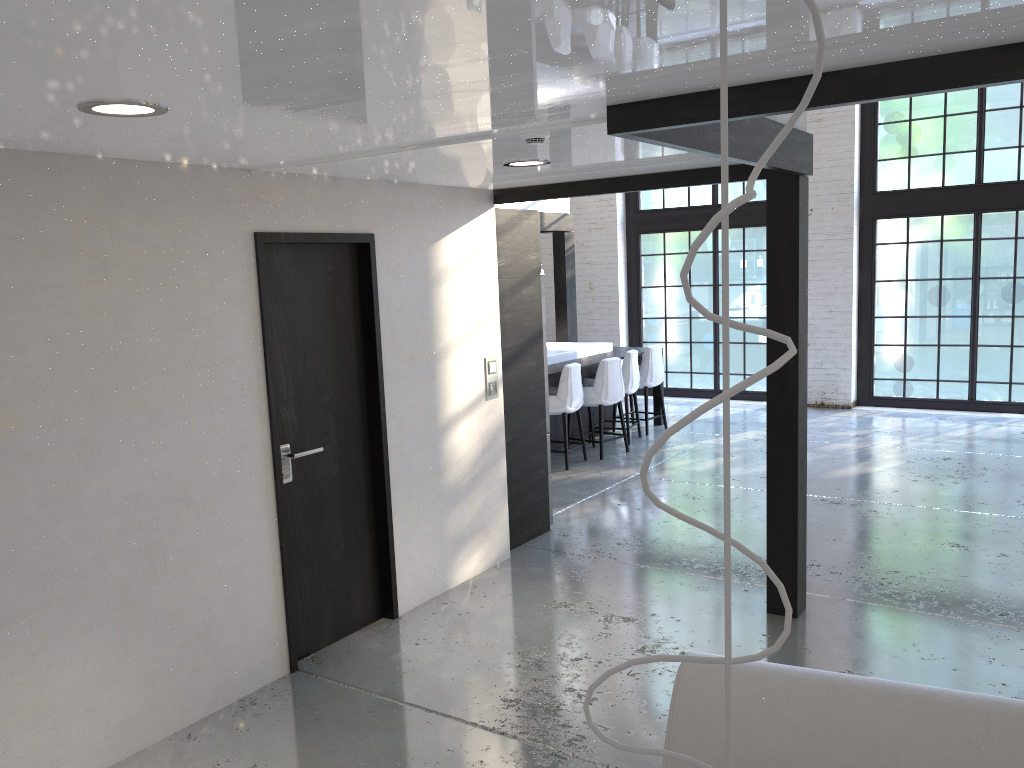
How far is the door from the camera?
4.07m

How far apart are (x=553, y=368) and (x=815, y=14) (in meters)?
7.86

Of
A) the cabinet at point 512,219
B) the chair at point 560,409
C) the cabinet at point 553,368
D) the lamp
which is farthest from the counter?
the lamp

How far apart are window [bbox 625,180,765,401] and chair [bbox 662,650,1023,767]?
9.4m

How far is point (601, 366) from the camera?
8.26m

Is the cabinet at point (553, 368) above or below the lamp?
below

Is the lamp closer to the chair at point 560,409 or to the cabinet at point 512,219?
the cabinet at point 512,219

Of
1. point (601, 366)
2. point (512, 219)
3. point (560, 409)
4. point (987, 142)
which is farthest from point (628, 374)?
point (987, 142)

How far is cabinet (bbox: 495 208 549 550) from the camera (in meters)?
5.63

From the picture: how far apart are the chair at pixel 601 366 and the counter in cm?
Answer: 39
